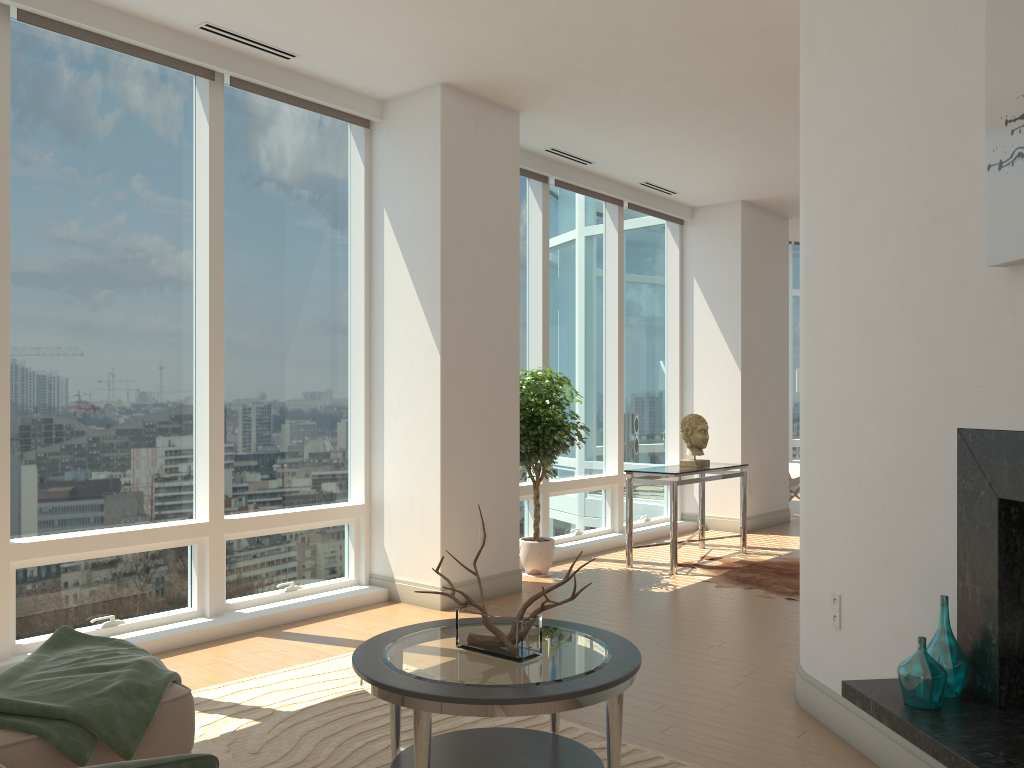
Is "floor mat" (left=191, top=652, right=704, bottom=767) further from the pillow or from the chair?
the chair

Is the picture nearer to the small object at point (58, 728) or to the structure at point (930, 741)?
the structure at point (930, 741)

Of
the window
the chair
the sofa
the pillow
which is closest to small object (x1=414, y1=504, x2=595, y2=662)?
the sofa

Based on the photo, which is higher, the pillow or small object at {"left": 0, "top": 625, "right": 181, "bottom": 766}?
the pillow

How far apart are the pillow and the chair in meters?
10.5 m

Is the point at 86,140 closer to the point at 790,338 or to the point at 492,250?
the point at 492,250

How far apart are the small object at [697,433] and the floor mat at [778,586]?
0.82m

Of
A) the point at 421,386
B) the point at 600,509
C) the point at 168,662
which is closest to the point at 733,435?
the point at 600,509

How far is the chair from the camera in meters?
11.0 m

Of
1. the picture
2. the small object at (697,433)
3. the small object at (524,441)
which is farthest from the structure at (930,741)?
the small object at (697,433)
